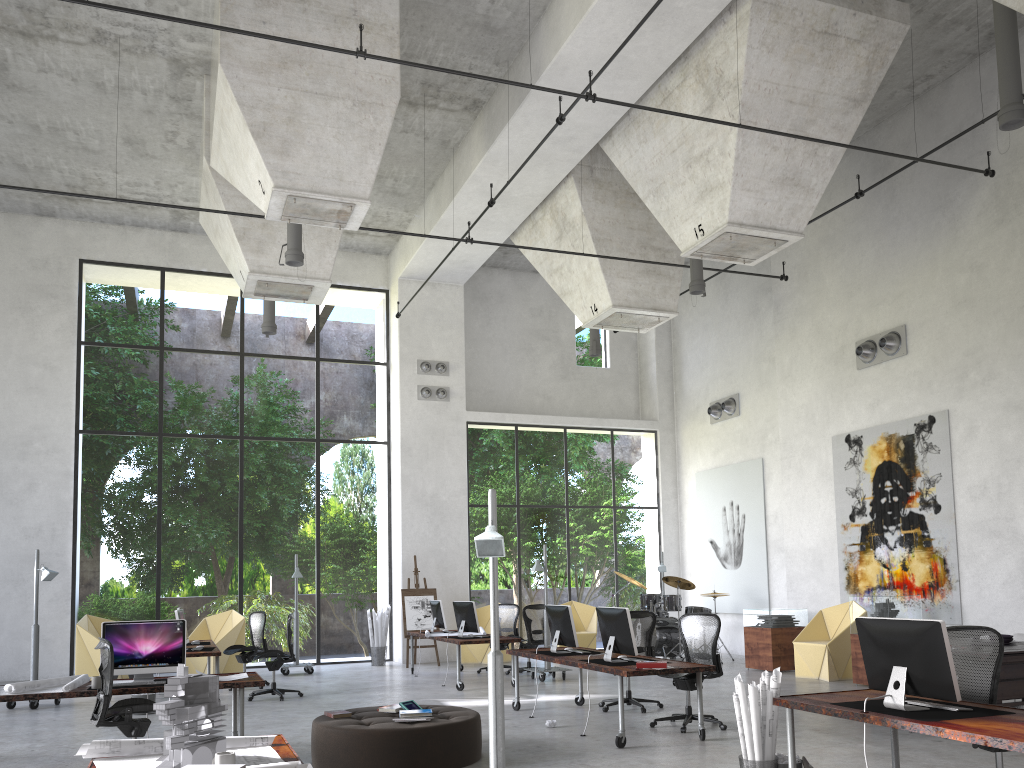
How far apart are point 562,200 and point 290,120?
5.9m

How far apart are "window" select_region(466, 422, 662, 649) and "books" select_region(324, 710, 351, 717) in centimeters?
1051cm

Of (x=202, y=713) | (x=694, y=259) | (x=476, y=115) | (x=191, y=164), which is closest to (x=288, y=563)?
(x=191, y=164)

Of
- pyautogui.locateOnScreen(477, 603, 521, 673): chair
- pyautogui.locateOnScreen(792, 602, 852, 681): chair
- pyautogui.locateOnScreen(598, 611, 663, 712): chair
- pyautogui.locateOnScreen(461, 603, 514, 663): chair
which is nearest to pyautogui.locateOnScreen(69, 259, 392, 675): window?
pyautogui.locateOnScreen(461, 603, 514, 663): chair

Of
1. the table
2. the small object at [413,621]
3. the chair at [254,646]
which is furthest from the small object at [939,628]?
the small object at [413,621]

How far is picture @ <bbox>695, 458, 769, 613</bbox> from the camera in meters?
16.9 m

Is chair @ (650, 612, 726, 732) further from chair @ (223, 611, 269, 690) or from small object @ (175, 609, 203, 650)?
chair @ (223, 611, 269, 690)

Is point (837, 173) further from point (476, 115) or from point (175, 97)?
point (175, 97)

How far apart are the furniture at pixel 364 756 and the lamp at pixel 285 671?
7.7m

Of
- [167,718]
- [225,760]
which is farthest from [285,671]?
[225,760]
